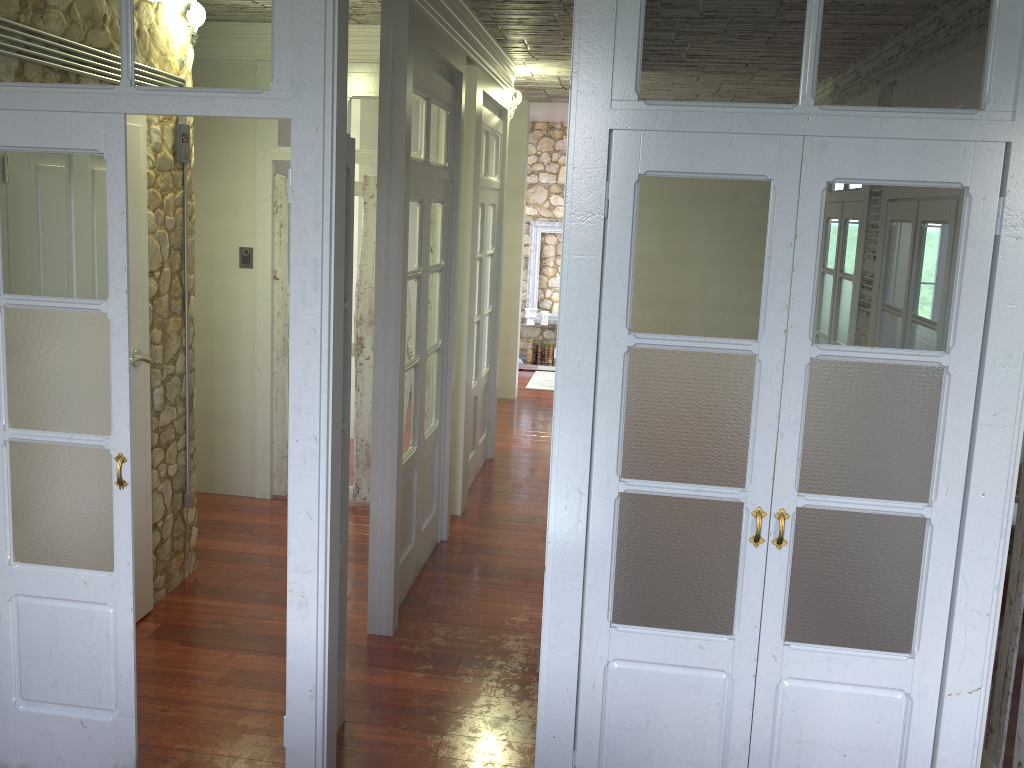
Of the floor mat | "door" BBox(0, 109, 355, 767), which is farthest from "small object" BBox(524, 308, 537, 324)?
"door" BBox(0, 109, 355, 767)

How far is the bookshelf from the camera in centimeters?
1073cm

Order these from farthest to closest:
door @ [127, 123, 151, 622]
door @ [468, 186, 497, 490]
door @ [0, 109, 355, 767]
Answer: door @ [468, 186, 497, 490], door @ [127, 123, 151, 622], door @ [0, 109, 355, 767]

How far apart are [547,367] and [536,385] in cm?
95

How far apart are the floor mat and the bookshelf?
0.3 meters

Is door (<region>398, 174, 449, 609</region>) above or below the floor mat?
above

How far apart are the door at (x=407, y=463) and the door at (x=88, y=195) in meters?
1.0 m

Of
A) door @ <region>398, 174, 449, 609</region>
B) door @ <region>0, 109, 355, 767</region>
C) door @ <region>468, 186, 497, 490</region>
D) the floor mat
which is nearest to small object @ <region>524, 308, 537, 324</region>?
the floor mat

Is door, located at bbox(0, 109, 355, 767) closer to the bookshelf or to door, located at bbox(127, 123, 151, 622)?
door, located at bbox(127, 123, 151, 622)

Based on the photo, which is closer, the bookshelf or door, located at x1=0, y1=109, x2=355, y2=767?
door, located at x1=0, y1=109, x2=355, y2=767
